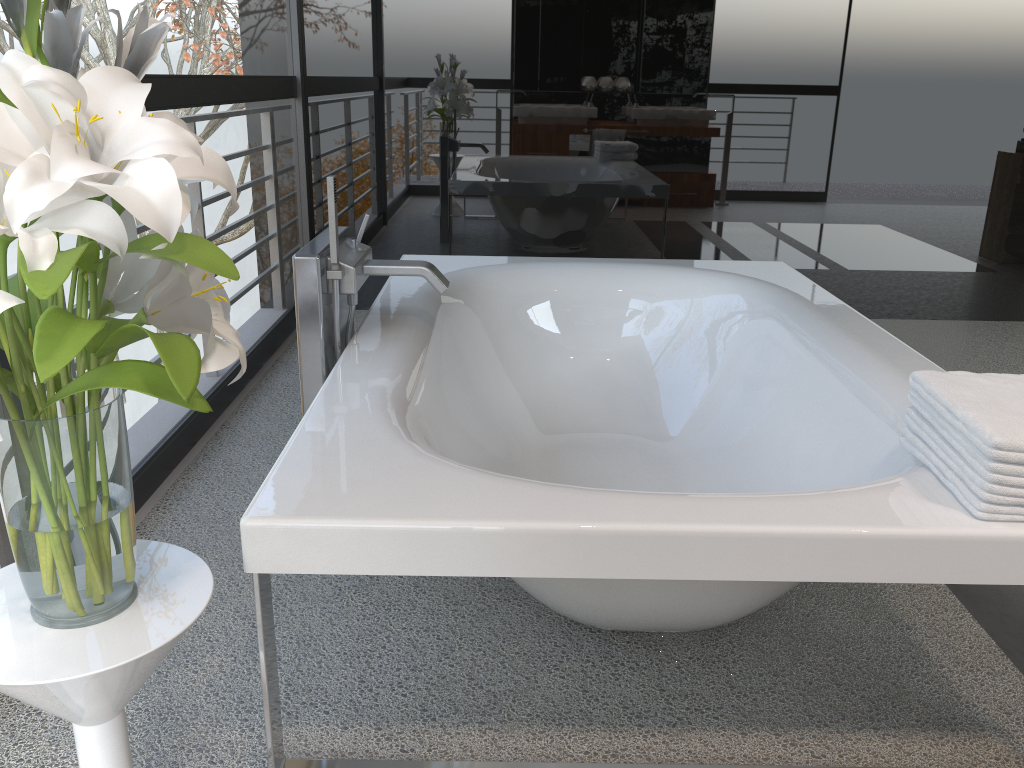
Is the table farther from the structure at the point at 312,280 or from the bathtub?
the structure at the point at 312,280

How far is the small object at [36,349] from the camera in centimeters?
80cm

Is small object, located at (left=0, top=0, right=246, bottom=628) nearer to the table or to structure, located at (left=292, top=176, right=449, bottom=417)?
the table

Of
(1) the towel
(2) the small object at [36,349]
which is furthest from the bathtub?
(2) the small object at [36,349]

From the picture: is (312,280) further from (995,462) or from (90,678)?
(995,462)

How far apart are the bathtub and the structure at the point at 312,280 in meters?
0.0 m

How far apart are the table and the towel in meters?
1.1

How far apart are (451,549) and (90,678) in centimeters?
47cm

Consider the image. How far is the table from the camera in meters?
1.0 m

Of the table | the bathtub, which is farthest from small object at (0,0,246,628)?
the bathtub
